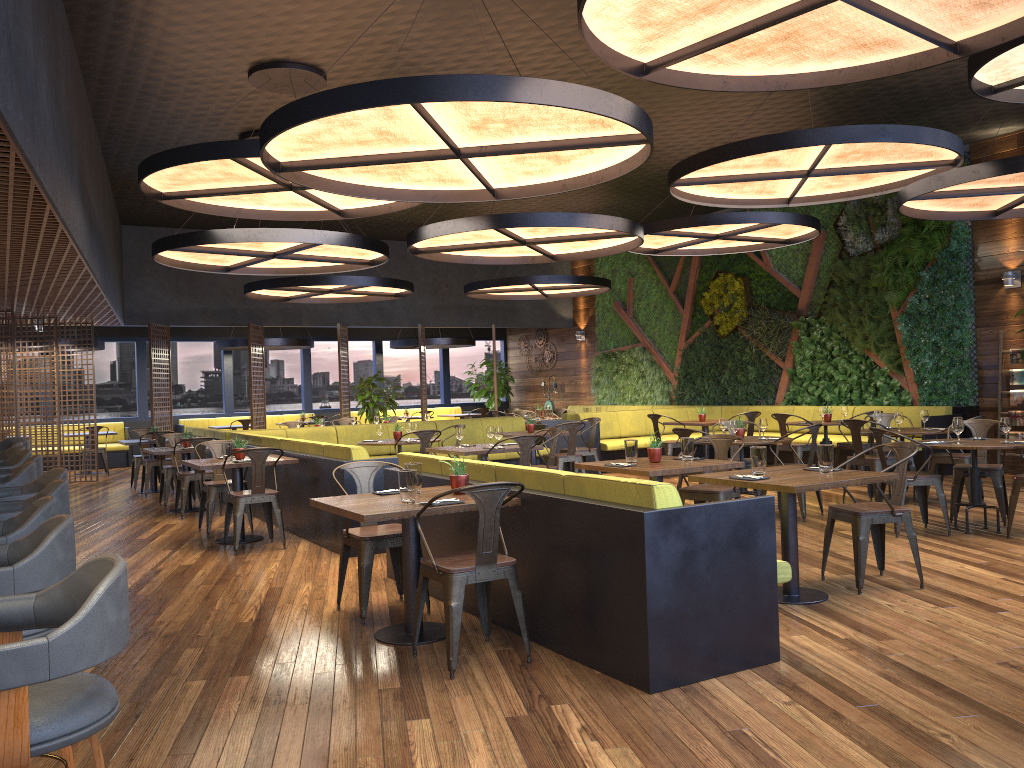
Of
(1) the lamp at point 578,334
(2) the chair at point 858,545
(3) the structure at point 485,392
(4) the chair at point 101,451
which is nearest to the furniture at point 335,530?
(2) the chair at point 858,545

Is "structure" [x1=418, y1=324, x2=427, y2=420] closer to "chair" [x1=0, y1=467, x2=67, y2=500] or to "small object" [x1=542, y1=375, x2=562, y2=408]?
"small object" [x1=542, y1=375, x2=562, y2=408]

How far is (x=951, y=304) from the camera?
Answer: 12.28m

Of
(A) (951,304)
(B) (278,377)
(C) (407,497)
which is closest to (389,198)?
(C) (407,497)

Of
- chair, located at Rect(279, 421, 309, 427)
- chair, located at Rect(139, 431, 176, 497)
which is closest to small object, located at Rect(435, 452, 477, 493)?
chair, located at Rect(139, 431, 176, 497)

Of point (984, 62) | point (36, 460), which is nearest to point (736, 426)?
point (984, 62)

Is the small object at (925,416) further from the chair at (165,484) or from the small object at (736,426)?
the chair at (165,484)

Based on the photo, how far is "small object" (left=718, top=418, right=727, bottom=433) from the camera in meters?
9.2 m

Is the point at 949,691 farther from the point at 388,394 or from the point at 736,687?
the point at 388,394

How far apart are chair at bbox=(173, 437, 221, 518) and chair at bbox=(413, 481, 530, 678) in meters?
6.3 m
